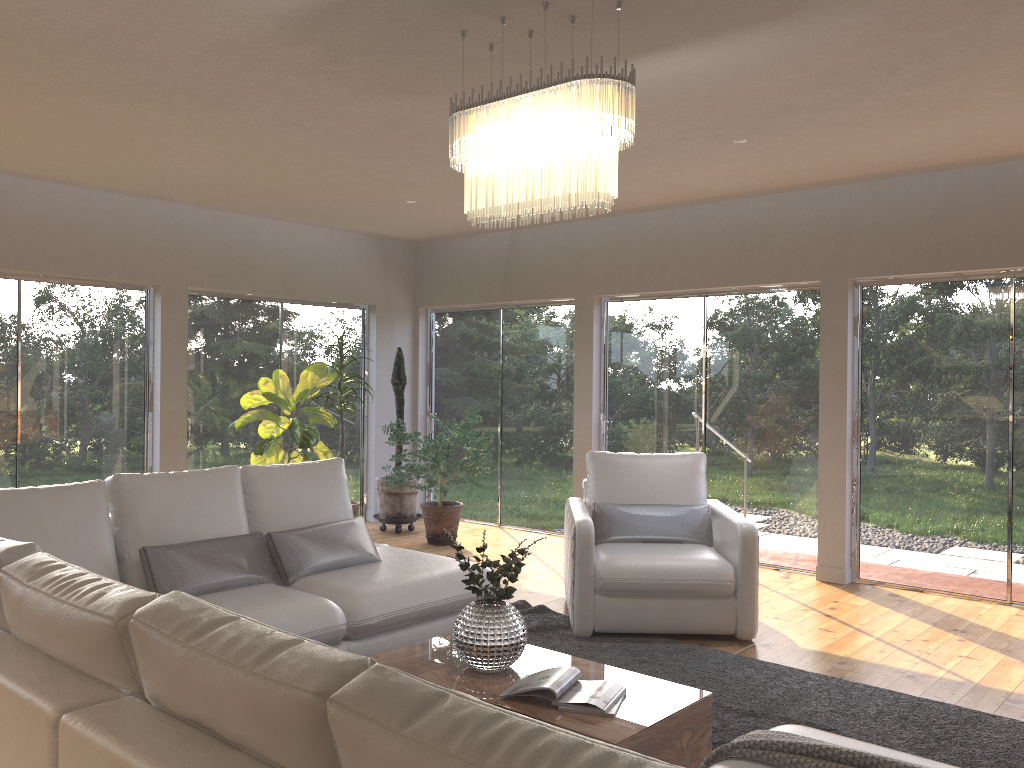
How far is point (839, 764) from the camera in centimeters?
210cm

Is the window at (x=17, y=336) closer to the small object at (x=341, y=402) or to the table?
the small object at (x=341, y=402)

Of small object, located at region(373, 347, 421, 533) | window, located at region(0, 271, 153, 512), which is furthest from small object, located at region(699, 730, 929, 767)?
small object, located at region(373, 347, 421, 533)

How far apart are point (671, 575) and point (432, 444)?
2.90m

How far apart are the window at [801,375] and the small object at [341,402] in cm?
219

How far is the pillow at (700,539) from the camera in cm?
521

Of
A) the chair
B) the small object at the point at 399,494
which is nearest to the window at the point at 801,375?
the chair

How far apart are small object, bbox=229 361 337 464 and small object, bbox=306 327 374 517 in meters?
0.1 m

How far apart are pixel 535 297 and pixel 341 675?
6.80m

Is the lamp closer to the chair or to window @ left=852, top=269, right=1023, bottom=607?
the chair
